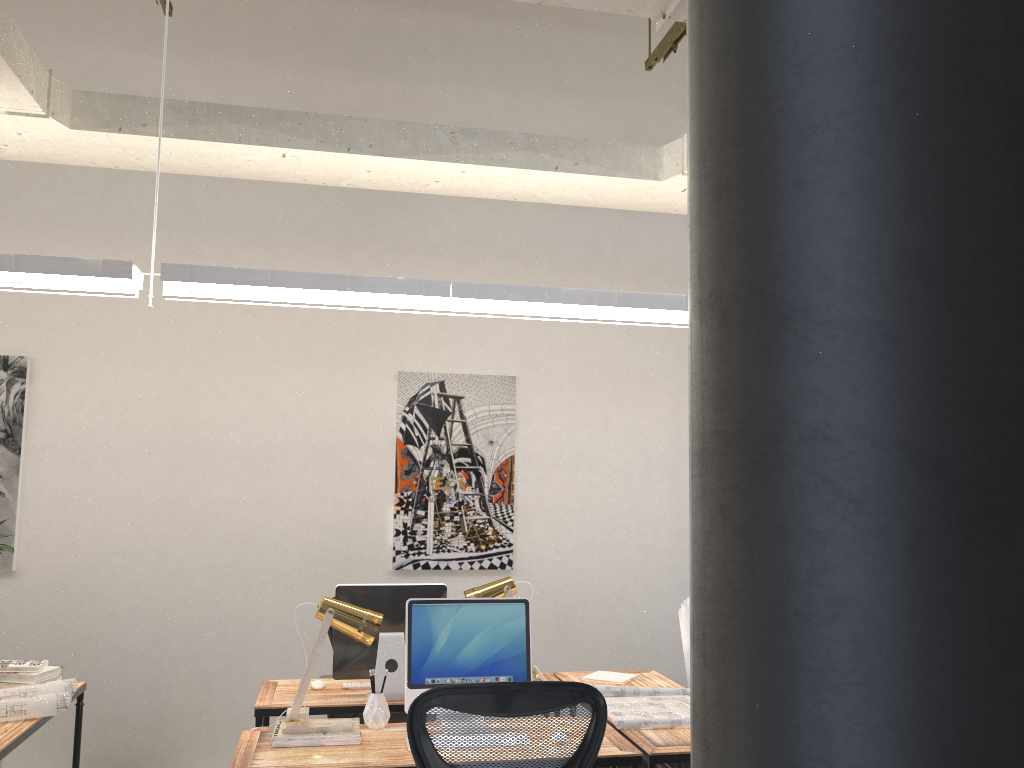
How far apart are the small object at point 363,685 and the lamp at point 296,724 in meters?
0.8

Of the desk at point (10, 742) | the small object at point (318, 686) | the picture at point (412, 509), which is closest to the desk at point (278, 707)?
the small object at point (318, 686)

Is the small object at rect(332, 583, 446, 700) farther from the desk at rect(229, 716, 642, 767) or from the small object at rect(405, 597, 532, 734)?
the small object at rect(405, 597, 532, 734)

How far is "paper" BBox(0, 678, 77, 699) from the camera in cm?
343

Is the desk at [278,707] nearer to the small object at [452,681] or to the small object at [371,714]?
the small object at [371,714]

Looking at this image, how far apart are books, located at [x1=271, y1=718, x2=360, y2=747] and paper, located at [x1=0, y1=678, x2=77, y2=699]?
1.0 meters

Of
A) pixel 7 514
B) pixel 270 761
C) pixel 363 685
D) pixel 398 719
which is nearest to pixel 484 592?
pixel 363 685

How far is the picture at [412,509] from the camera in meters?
5.3

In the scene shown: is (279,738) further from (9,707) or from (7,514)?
(7,514)

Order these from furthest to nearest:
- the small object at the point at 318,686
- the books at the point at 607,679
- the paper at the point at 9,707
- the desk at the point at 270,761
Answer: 1. the books at the point at 607,679
2. the small object at the point at 318,686
3. the paper at the point at 9,707
4. the desk at the point at 270,761
